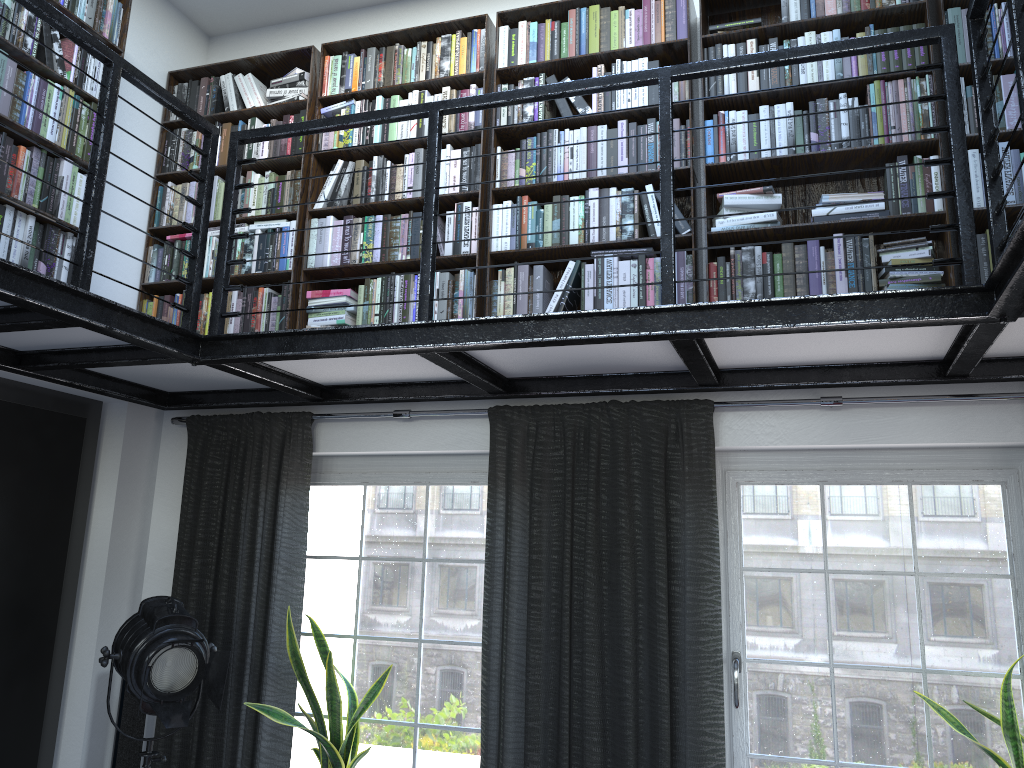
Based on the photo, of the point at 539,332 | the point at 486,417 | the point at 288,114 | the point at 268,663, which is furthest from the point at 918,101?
the point at 268,663

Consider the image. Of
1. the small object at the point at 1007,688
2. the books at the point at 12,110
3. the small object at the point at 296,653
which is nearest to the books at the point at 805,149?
the books at the point at 12,110

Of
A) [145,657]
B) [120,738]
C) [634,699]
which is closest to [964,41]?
[634,699]

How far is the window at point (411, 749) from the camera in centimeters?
383cm

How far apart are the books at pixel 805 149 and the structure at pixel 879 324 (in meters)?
0.25

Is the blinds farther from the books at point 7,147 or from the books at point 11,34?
the books at point 7,147

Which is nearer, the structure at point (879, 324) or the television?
the structure at point (879, 324)

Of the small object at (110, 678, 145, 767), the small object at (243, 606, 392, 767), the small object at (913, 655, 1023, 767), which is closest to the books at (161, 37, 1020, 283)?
the small object at (913, 655, 1023, 767)

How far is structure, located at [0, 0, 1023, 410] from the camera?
2.5m

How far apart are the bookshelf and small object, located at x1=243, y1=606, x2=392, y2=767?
1.29m
